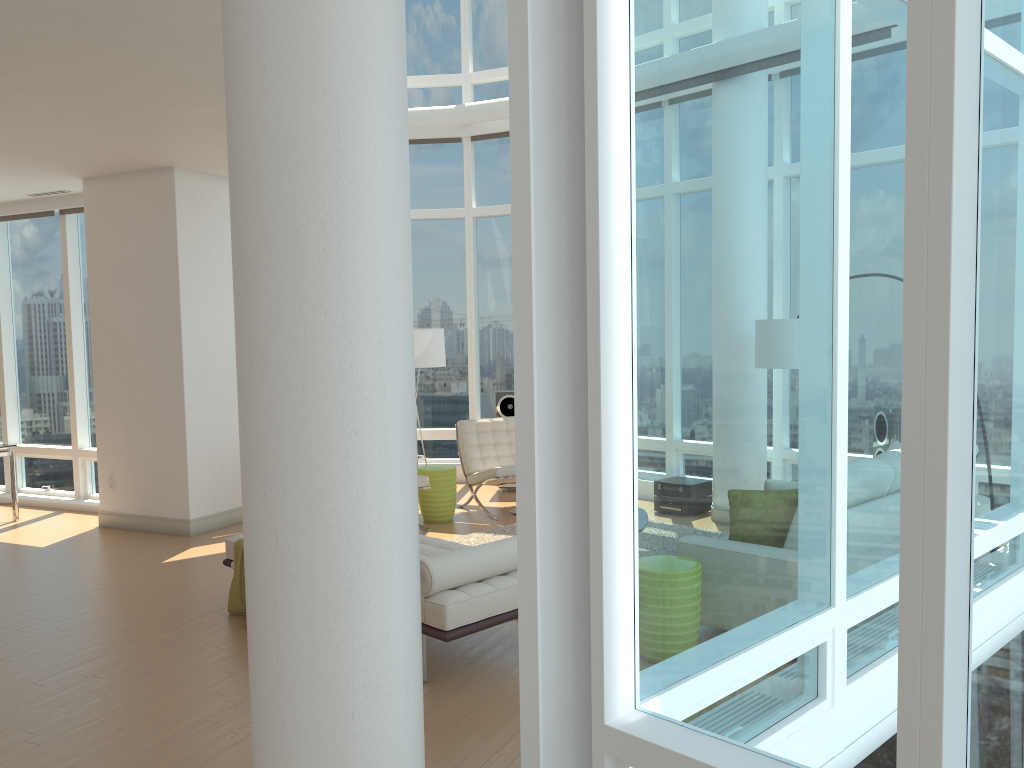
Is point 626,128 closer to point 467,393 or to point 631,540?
point 631,540

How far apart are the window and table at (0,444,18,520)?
0.7m

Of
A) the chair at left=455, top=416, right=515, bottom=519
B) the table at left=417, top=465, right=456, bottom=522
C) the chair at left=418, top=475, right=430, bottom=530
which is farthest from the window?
the chair at left=418, top=475, right=430, bottom=530

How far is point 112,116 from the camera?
6.23m

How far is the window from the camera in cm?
193

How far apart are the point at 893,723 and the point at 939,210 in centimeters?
123cm

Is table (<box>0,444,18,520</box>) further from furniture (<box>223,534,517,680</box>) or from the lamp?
Answer: furniture (<box>223,534,517,680</box>)

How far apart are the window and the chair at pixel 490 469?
1.6 meters

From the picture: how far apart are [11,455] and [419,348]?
4.29m

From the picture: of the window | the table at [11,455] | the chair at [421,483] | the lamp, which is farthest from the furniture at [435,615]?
the table at [11,455]
